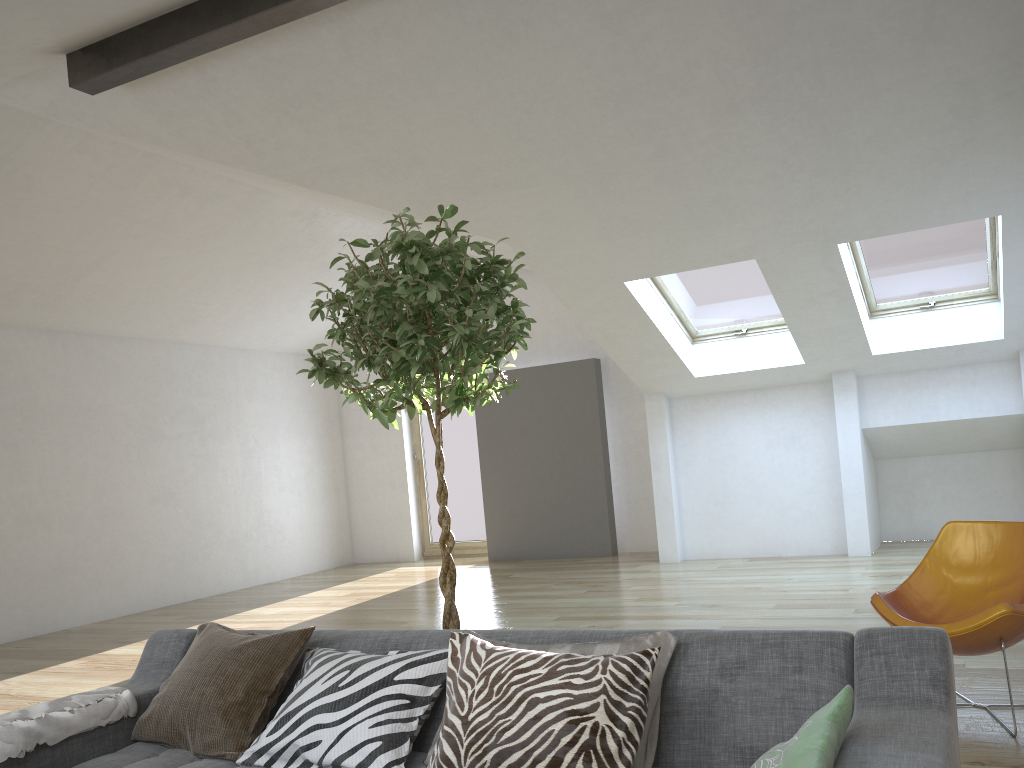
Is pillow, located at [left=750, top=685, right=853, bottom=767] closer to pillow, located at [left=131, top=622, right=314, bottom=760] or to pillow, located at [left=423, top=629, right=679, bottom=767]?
pillow, located at [left=423, top=629, right=679, bottom=767]

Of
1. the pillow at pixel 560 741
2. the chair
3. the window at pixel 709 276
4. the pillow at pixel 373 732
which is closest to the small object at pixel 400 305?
the pillow at pixel 373 732

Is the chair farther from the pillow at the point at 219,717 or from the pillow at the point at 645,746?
the pillow at the point at 219,717

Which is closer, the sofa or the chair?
the sofa

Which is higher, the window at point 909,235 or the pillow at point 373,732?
the window at point 909,235

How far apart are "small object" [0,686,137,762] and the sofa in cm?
3

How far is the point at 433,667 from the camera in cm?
238

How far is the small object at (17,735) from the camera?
2.4m

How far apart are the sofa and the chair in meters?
1.4

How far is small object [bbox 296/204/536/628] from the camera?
2.67m
